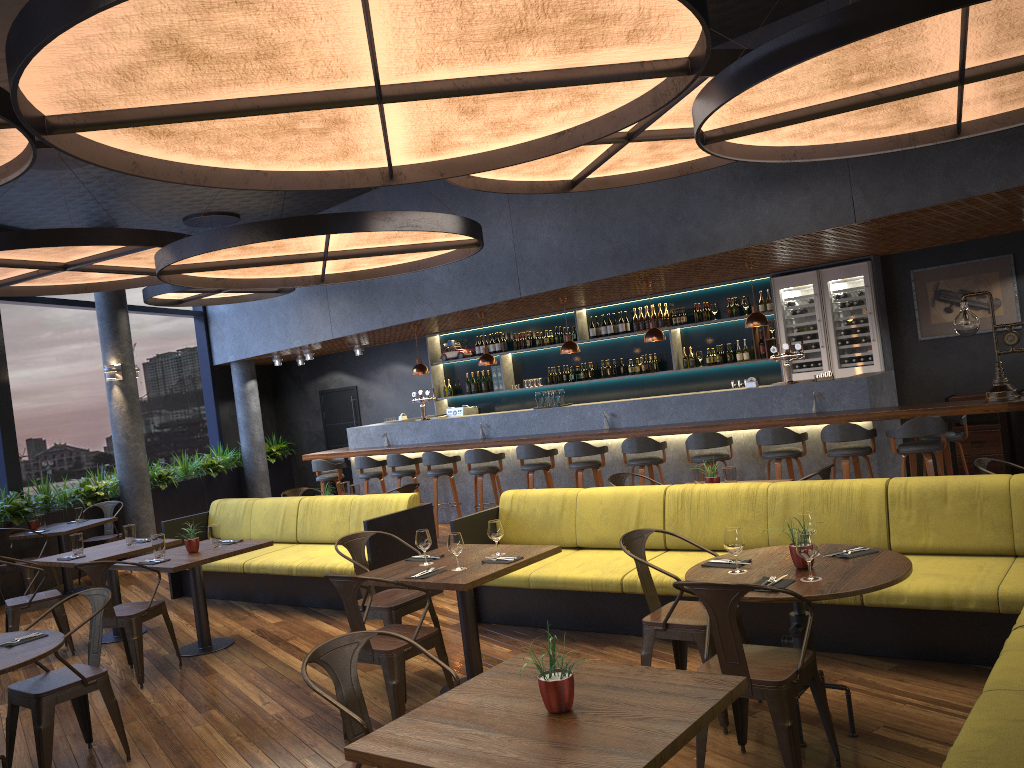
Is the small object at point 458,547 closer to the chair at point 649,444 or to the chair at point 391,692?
the chair at point 391,692

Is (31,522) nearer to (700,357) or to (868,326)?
(700,357)

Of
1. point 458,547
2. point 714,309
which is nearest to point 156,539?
point 458,547

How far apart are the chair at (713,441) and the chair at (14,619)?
5.82m

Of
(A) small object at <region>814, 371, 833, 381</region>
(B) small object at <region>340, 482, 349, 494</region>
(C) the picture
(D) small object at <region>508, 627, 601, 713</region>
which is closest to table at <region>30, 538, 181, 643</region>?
(B) small object at <region>340, 482, 349, 494</region>

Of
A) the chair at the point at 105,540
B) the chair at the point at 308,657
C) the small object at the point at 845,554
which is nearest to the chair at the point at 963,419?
the small object at the point at 845,554

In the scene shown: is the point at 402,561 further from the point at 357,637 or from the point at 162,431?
the point at 162,431

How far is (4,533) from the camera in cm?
936

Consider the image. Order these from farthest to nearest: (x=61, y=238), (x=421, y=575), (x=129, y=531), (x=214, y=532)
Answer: (x=129, y=531)
(x=61, y=238)
(x=214, y=532)
(x=421, y=575)

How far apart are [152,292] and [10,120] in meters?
7.4
